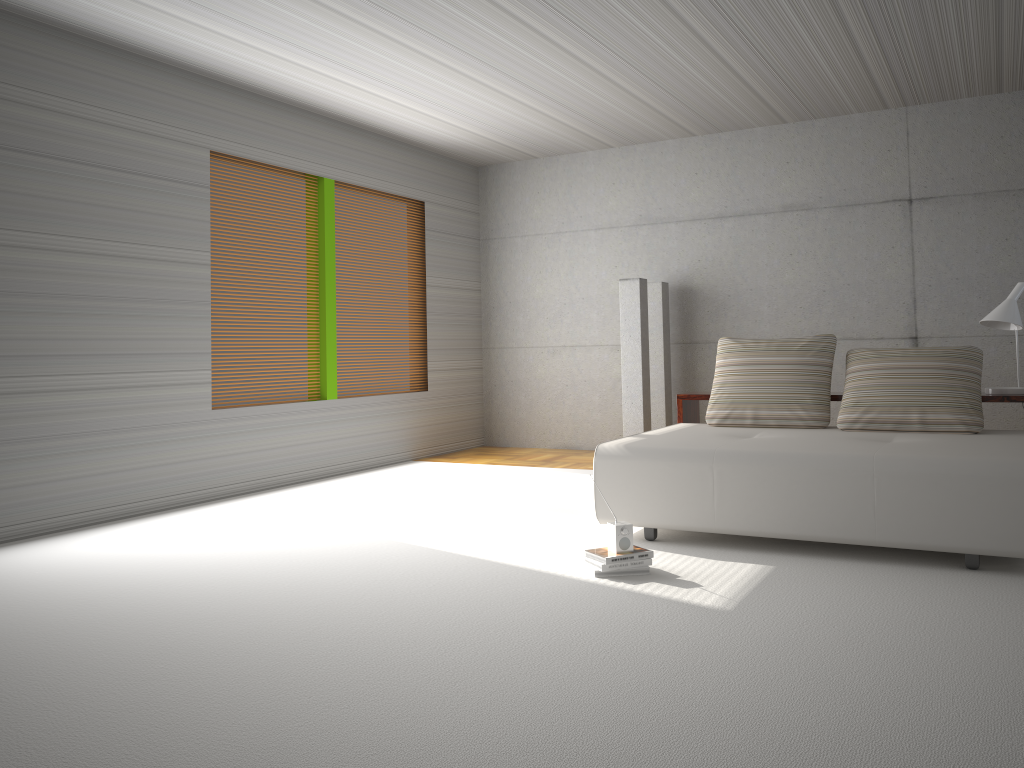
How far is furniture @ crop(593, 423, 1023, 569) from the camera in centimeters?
403cm

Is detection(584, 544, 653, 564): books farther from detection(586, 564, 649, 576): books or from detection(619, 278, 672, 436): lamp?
detection(619, 278, 672, 436): lamp

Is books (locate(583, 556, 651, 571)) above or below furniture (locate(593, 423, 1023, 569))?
below

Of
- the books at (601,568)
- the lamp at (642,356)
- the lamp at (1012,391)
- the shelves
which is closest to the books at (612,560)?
the books at (601,568)

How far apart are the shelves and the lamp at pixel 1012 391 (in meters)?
0.11

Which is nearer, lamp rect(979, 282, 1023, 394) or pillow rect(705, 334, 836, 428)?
lamp rect(979, 282, 1023, 394)

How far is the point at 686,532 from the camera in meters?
5.1 m

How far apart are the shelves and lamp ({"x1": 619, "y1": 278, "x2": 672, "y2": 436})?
1.4 meters

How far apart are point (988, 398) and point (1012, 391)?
0.17m

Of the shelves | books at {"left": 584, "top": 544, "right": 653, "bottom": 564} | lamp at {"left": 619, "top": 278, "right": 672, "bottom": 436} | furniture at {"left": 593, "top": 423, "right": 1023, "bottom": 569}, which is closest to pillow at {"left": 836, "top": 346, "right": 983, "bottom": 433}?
furniture at {"left": 593, "top": 423, "right": 1023, "bottom": 569}
